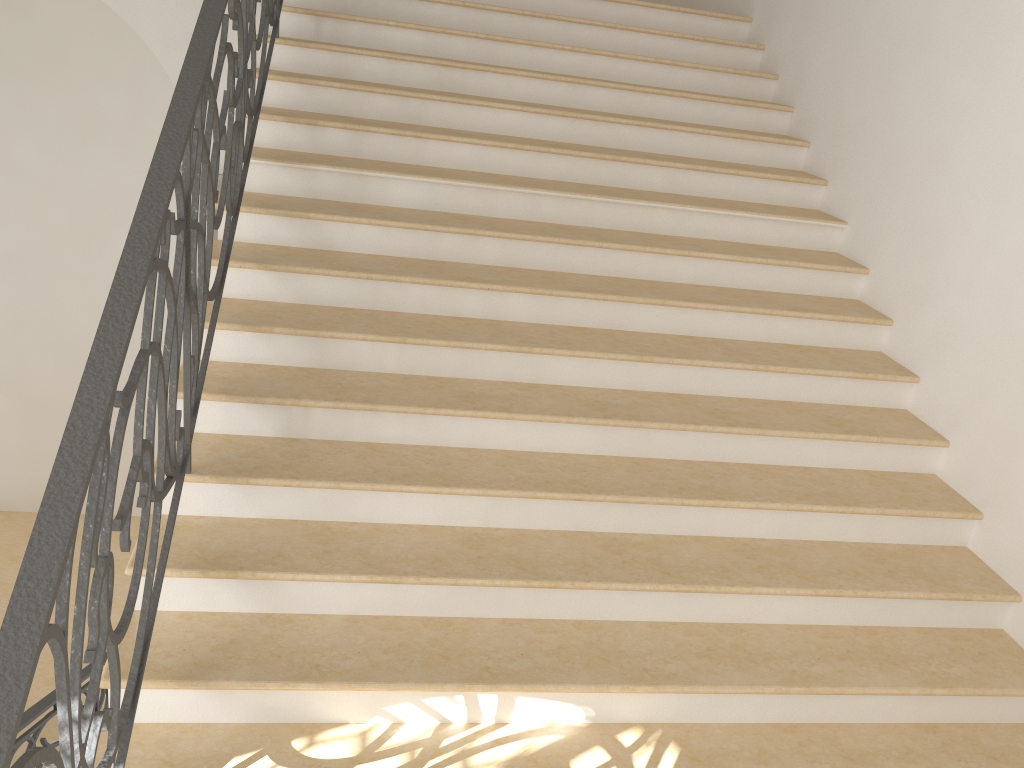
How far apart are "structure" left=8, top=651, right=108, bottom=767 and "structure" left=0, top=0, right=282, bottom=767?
1.8 meters

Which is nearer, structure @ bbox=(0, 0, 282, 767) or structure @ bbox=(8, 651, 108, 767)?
structure @ bbox=(0, 0, 282, 767)

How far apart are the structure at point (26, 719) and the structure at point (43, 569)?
1.8m

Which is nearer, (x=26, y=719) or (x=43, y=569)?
(x=43, y=569)

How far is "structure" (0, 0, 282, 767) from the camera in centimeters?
152cm

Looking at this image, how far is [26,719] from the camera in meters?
3.8

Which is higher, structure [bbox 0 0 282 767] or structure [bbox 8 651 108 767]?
structure [bbox 0 0 282 767]

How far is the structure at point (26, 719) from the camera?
3.8m

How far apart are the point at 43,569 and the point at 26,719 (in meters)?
2.79
